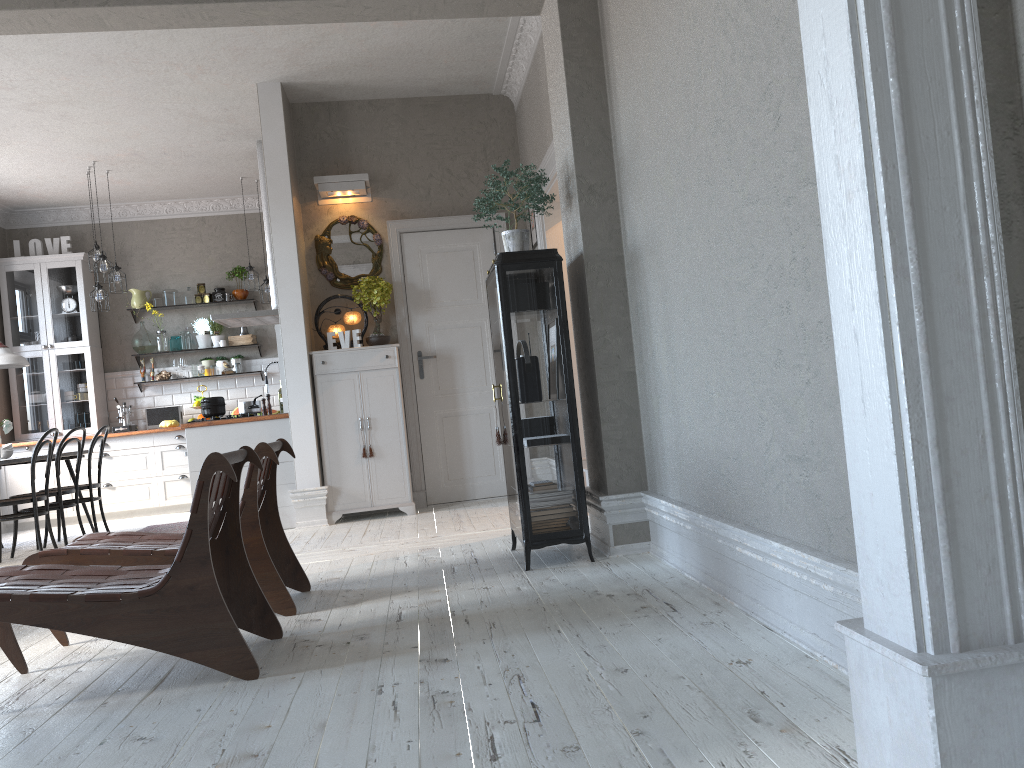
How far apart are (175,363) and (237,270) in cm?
122

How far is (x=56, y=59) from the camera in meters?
5.9 m

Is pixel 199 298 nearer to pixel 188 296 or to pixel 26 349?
pixel 188 296

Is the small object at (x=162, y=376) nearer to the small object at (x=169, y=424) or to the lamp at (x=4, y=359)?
the small object at (x=169, y=424)

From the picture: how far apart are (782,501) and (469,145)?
5.31m

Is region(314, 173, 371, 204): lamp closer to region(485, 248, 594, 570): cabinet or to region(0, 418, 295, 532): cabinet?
region(0, 418, 295, 532): cabinet

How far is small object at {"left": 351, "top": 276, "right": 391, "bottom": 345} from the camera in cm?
675

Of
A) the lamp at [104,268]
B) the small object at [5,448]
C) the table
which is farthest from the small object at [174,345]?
the small object at [5,448]

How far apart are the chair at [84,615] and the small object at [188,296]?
7.0 meters

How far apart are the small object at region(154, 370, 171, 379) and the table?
2.2 meters
